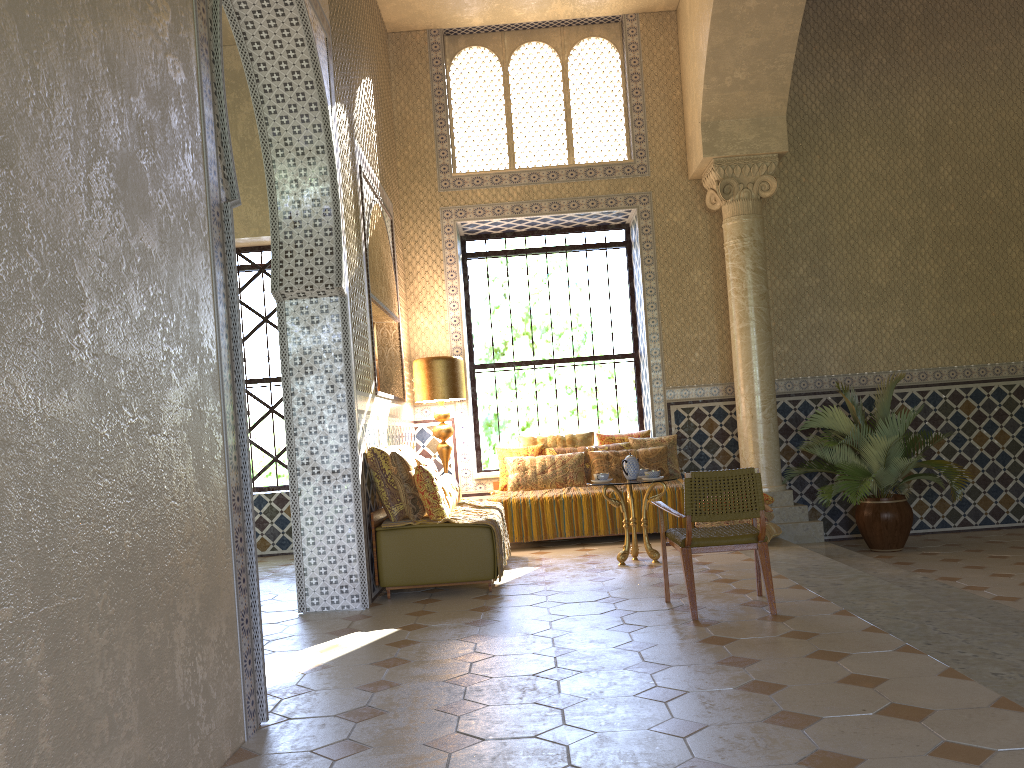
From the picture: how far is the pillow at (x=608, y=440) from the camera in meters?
13.5

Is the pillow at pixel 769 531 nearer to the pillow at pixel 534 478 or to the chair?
the pillow at pixel 534 478

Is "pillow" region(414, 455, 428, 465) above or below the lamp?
below

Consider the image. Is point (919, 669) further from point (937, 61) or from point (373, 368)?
point (937, 61)

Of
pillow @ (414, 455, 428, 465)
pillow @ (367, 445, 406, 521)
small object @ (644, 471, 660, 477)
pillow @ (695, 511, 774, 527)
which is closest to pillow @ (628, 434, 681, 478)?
pillow @ (695, 511, 774, 527)

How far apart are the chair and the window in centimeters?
689cm

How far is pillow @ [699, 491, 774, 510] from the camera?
11.56m

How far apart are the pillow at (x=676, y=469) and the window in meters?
1.9

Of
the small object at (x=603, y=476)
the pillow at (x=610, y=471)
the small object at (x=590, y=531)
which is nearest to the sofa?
the small object at (x=603, y=476)

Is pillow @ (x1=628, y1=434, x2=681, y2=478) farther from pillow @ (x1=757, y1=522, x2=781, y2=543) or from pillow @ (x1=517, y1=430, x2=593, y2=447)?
pillow @ (x1=757, y1=522, x2=781, y2=543)
